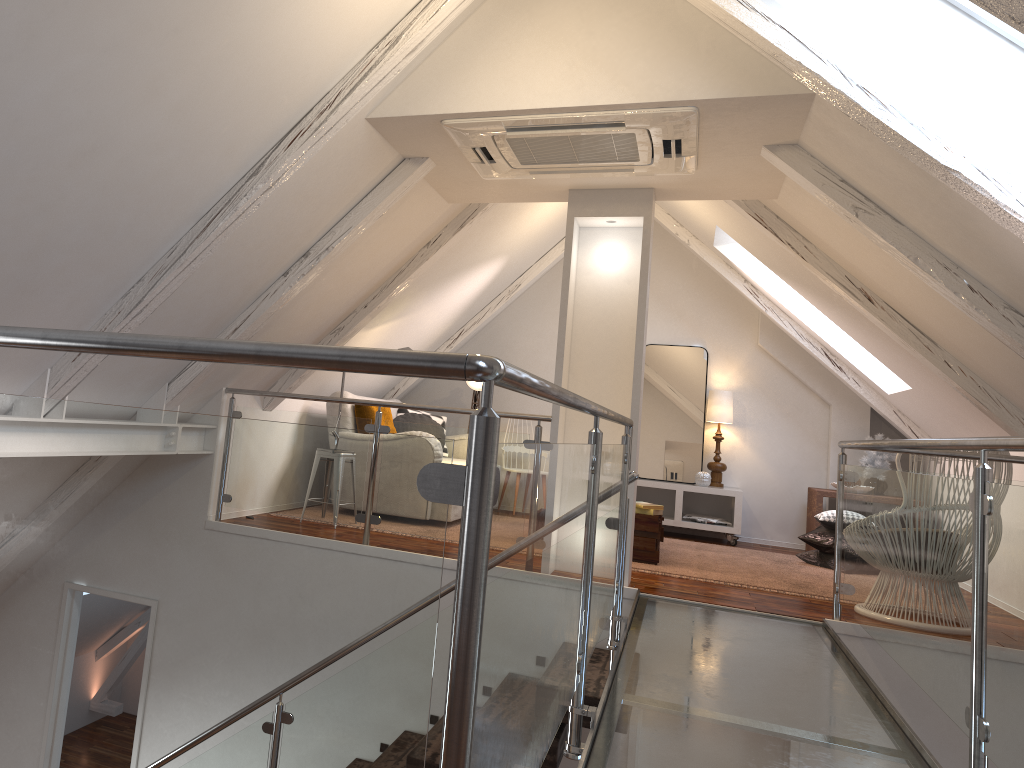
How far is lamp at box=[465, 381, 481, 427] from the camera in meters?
7.0 m

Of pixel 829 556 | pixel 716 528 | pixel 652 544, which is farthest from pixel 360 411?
pixel 829 556

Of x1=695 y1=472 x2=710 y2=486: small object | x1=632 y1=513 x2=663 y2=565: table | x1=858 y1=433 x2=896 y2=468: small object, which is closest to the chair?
x1=632 y1=513 x2=663 y2=565: table

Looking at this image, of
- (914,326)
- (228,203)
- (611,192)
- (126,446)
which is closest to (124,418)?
(126,446)

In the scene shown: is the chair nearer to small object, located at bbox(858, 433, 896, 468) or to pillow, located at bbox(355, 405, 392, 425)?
small object, located at bbox(858, 433, 896, 468)

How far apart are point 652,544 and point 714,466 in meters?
2.0

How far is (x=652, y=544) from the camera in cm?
489

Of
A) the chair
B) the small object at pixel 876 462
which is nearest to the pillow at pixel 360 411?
the chair

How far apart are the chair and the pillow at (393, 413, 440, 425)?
3.5m

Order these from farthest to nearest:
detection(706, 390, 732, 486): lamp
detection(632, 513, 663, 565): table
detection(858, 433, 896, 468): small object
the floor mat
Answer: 1. detection(706, 390, 732, 486): lamp
2. detection(858, 433, 896, 468): small object
3. detection(632, 513, 663, 565): table
4. the floor mat
